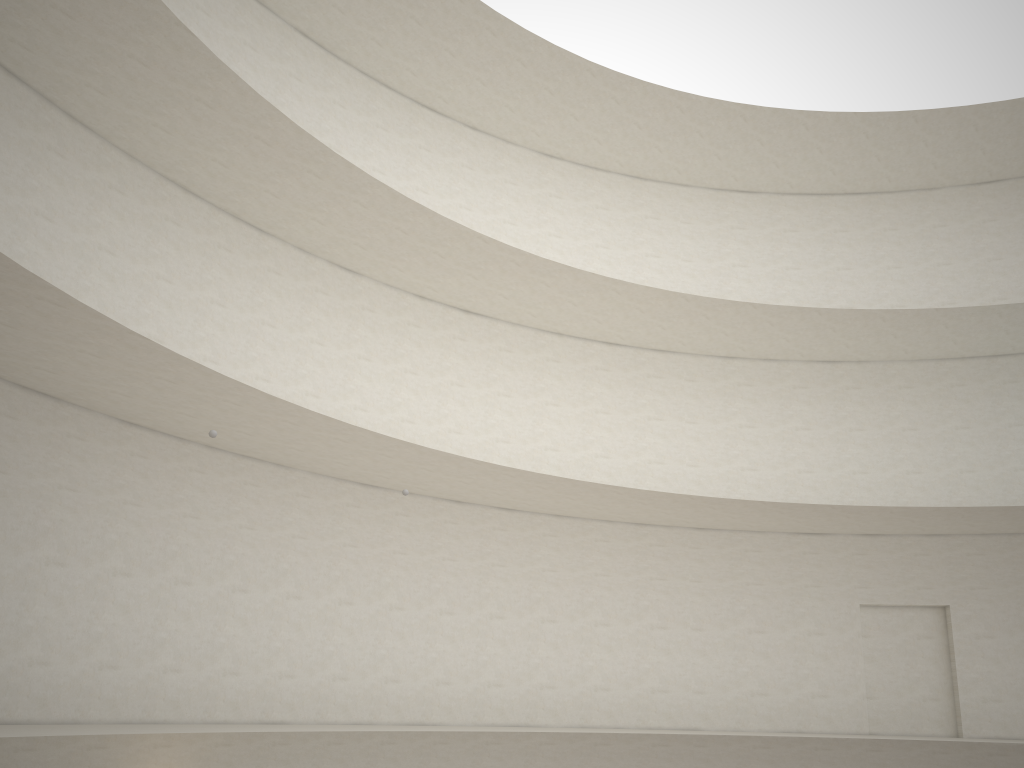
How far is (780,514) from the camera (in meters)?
17.42

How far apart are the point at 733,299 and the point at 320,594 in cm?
1181

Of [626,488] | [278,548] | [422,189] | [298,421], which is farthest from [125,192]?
[626,488]

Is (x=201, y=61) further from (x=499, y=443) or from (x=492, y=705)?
(x=492, y=705)
